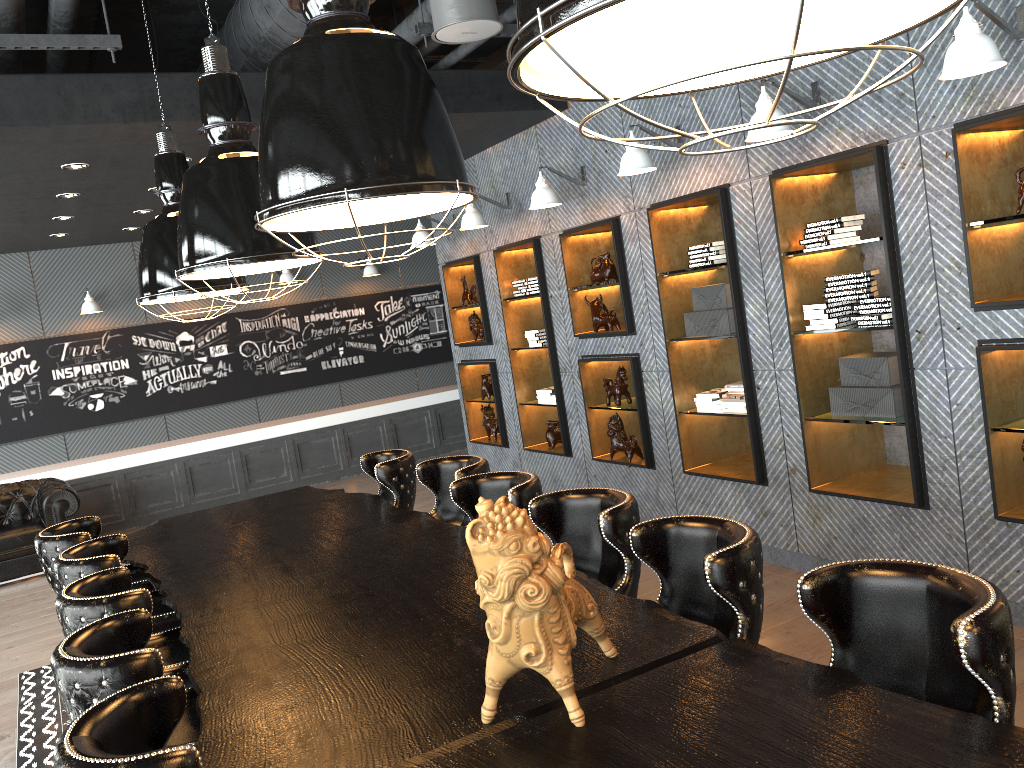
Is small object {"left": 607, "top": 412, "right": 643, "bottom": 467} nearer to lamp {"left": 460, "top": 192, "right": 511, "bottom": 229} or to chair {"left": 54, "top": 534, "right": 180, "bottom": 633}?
lamp {"left": 460, "top": 192, "right": 511, "bottom": 229}

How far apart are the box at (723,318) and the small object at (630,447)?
1.1 meters

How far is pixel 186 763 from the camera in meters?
1.8

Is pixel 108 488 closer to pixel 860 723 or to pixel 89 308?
pixel 89 308

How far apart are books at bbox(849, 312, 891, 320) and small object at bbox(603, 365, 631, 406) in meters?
2.2

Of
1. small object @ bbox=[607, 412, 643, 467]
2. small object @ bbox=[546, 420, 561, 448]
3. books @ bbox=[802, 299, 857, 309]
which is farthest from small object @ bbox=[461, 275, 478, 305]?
books @ bbox=[802, 299, 857, 309]

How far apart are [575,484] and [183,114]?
4.10m

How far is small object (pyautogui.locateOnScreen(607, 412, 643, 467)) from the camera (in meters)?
6.60

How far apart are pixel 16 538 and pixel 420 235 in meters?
4.7 m

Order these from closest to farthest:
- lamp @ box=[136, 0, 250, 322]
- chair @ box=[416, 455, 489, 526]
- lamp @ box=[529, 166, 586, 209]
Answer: chair @ box=[416, 455, 489, 526]
lamp @ box=[136, 0, 250, 322]
lamp @ box=[529, 166, 586, 209]
